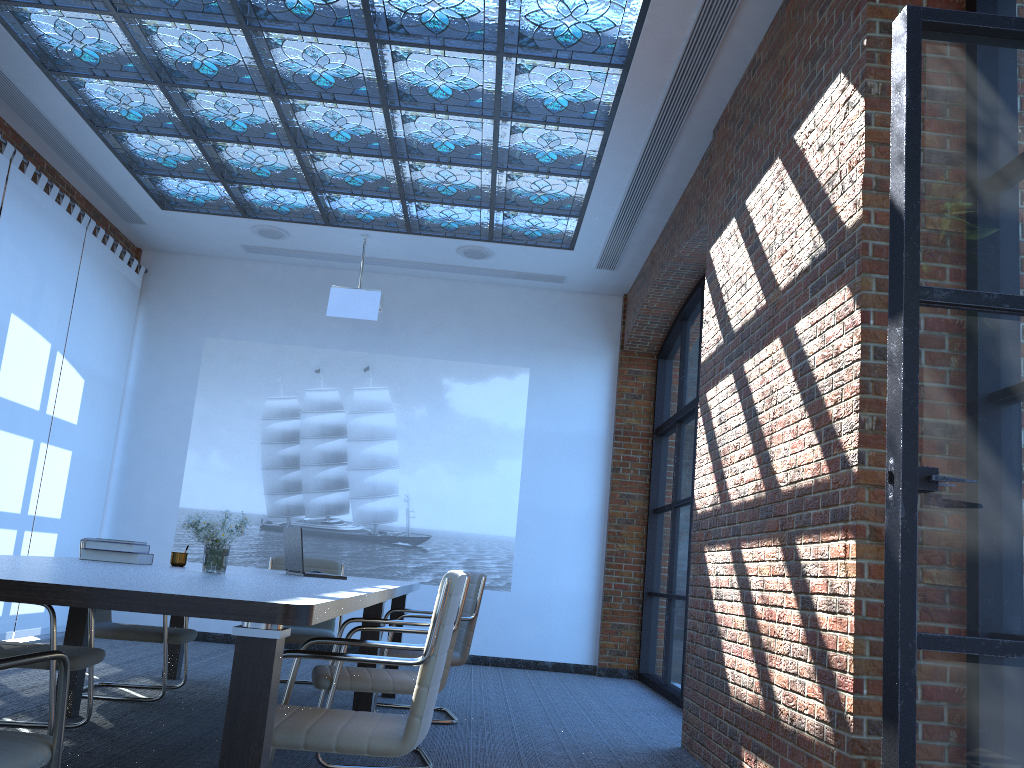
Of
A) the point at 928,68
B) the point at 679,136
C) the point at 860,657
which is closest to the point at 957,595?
the point at 860,657

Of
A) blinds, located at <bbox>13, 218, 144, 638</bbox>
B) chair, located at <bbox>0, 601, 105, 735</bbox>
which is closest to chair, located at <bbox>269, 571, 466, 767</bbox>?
chair, located at <bbox>0, 601, 105, 735</bbox>

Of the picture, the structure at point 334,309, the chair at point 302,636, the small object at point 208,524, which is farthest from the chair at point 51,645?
the picture

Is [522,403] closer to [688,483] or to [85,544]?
[688,483]

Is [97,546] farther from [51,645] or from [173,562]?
[51,645]

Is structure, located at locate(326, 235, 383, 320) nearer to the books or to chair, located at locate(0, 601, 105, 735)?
A: the books

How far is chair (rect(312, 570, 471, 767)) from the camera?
3.96m

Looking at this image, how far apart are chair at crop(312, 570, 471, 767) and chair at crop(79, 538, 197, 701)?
1.4 meters

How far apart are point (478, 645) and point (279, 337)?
3.82m

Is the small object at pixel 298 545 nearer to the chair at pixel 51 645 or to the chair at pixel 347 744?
the chair at pixel 51 645
